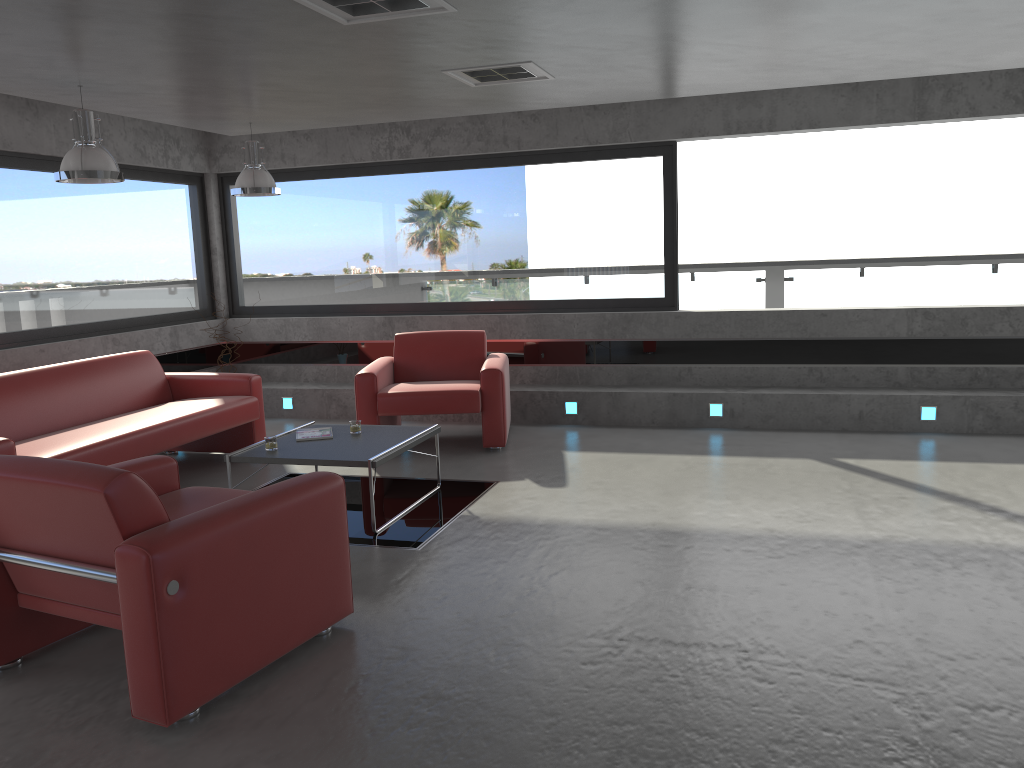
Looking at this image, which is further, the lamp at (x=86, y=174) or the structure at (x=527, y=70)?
the structure at (x=527, y=70)

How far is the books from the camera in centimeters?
568cm

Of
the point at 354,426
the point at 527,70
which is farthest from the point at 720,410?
the point at 527,70

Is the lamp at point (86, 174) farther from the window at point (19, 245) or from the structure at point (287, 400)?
the structure at point (287, 400)

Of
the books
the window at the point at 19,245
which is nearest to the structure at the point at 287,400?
the window at the point at 19,245

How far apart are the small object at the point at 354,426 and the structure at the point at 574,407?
2.6 meters

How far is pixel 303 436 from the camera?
5.7 meters

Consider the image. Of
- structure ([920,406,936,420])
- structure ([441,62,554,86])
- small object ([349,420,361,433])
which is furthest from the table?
structure ([920,406,936,420])

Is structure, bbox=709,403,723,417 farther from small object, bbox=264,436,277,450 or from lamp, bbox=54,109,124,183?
lamp, bbox=54,109,124,183

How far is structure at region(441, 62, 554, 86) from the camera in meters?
5.4
